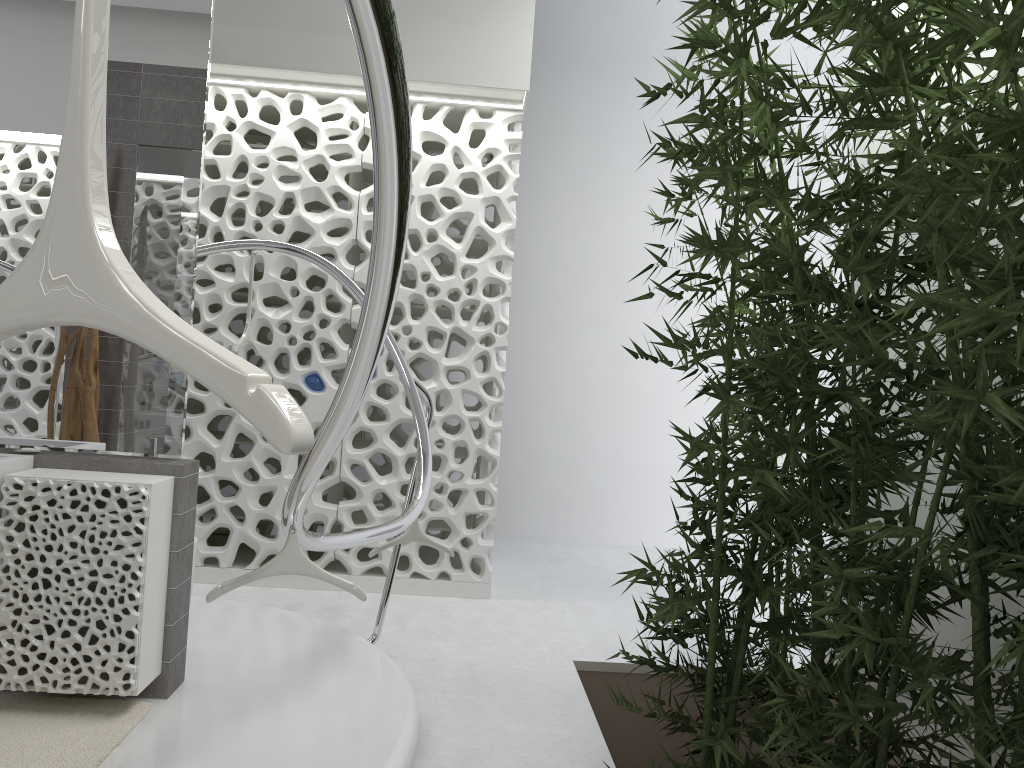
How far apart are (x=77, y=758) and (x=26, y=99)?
2.32m

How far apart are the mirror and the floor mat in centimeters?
89cm

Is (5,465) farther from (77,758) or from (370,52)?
(370,52)

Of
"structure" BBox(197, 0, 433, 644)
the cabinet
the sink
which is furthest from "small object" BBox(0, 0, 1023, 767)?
the sink

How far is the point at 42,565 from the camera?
2.91m

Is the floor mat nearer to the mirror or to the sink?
the sink

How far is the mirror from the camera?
3.3 meters

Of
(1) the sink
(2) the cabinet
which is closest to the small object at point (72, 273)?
(2) the cabinet

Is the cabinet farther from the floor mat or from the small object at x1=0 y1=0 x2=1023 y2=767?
the small object at x1=0 y1=0 x2=1023 y2=767

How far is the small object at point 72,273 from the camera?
0.61m
